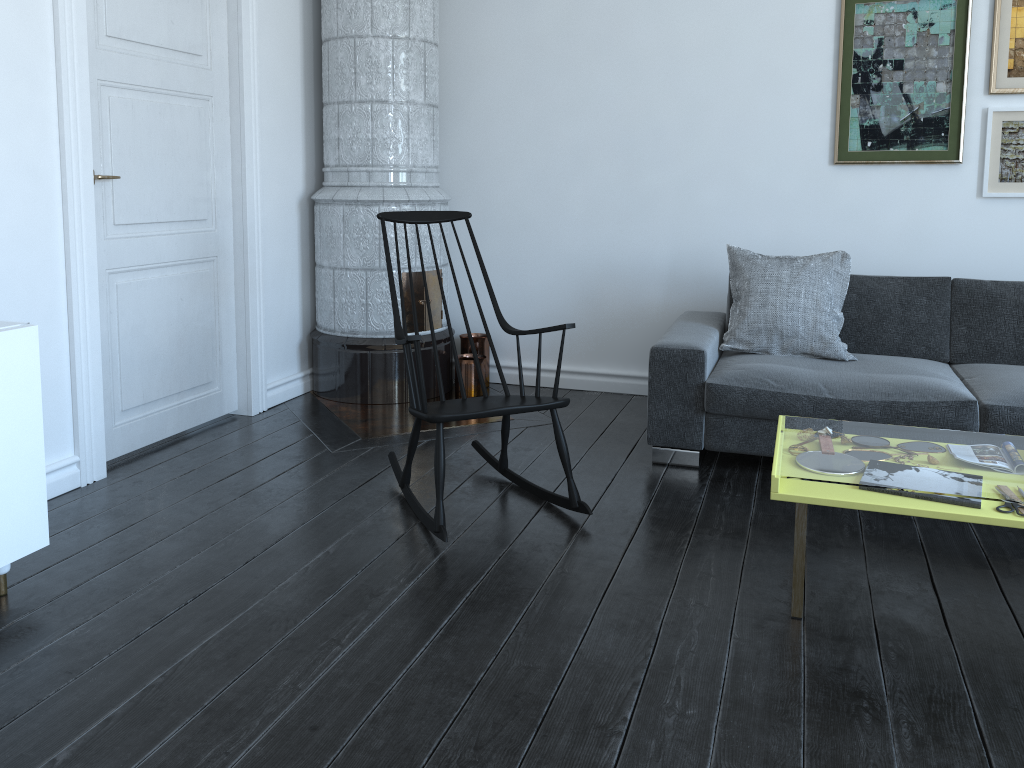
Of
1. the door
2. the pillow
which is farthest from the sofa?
the door

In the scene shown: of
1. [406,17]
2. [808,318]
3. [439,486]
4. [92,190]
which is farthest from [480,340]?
[92,190]

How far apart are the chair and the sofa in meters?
0.6 m

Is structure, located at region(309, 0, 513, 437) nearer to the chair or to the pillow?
the chair

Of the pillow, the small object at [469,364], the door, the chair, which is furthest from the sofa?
the door

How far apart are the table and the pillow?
1.08m

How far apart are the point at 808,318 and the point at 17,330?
2.9m

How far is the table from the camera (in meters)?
2.19

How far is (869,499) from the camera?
2.2m

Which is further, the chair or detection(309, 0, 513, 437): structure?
detection(309, 0, 513, 437): structure
